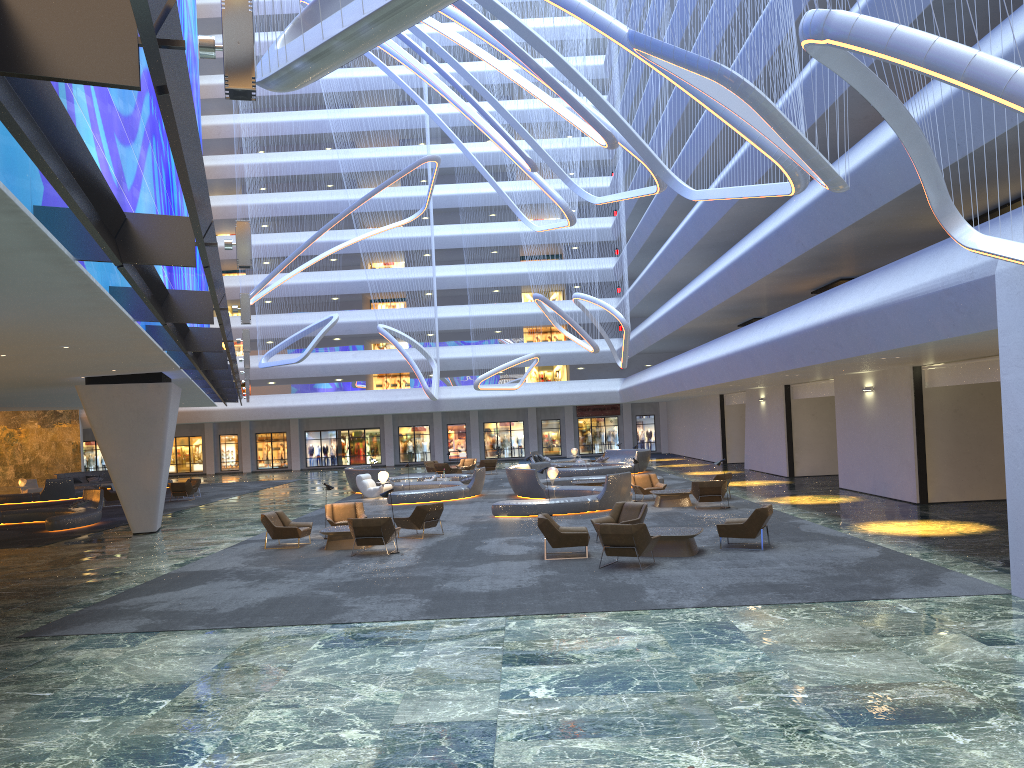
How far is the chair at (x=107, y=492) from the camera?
33.96m

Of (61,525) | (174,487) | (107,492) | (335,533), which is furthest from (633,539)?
(107,492)

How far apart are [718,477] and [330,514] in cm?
1100

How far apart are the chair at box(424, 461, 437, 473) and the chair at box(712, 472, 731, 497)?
21.6 meters

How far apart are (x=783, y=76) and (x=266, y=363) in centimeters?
3073cm

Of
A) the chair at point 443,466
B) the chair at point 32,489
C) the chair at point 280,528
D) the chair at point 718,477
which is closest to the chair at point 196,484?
the chair at point 32,489

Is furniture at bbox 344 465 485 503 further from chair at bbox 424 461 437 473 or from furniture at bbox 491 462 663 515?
chair at bbox 424 461 437 473

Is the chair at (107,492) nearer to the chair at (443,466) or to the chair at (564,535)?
the chair at (443,466)

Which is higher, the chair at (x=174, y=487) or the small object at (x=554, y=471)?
the small object at (x=554, y=471)

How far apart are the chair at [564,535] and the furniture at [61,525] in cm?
1599
